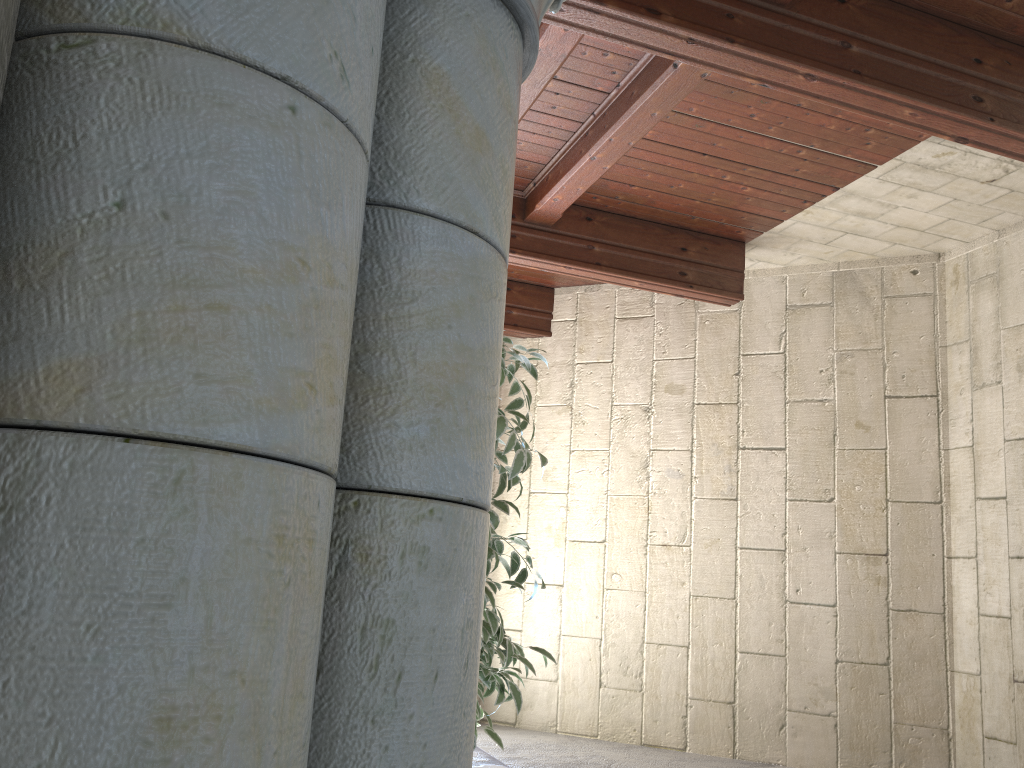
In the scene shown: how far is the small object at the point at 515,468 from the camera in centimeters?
195cm

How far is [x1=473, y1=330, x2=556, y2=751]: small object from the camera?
1.95m

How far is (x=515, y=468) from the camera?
2.0m

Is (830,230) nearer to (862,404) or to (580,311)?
(862,404)
